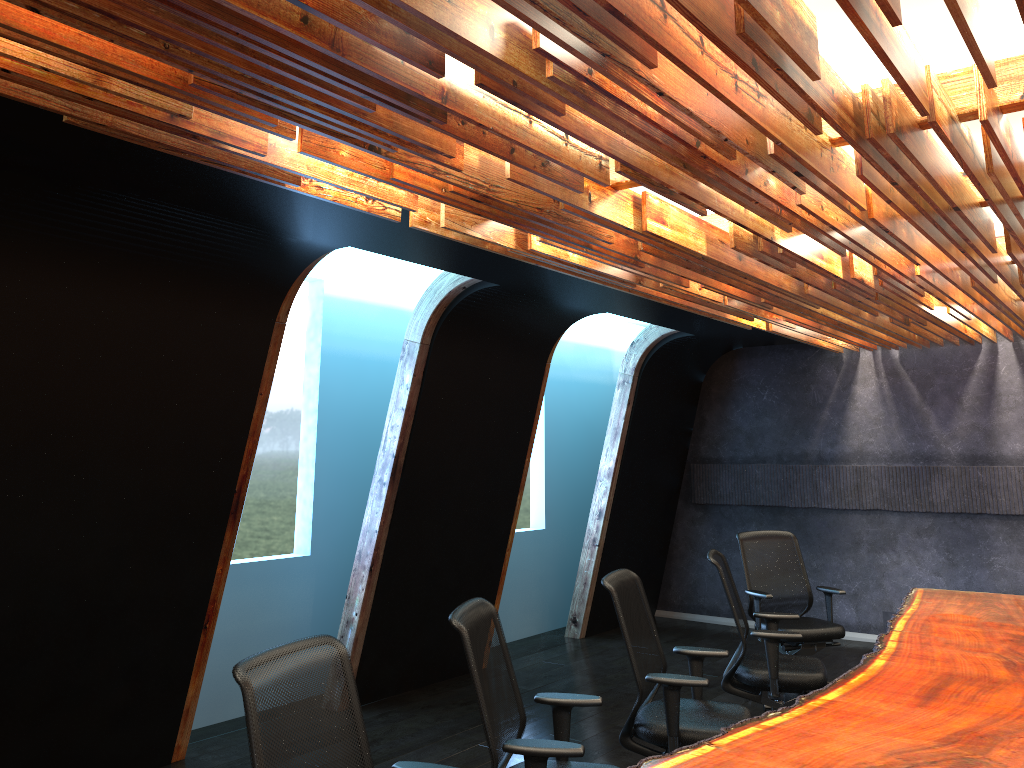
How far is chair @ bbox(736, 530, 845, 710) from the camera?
6.8m

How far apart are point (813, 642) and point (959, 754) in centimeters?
374cm

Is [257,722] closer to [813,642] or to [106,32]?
[106,32]

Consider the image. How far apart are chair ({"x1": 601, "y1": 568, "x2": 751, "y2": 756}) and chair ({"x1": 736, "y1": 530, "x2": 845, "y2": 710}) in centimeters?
213cm

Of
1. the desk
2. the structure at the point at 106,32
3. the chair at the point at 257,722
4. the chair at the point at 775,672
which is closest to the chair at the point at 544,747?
the desk

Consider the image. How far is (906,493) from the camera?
9.12m

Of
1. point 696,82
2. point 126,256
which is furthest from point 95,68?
point 126,256

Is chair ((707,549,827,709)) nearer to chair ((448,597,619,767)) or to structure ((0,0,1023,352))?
structure ((0,0,1023,352))

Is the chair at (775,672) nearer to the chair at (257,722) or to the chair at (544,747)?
the chair at (544,747)

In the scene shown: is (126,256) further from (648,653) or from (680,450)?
(680,450)
